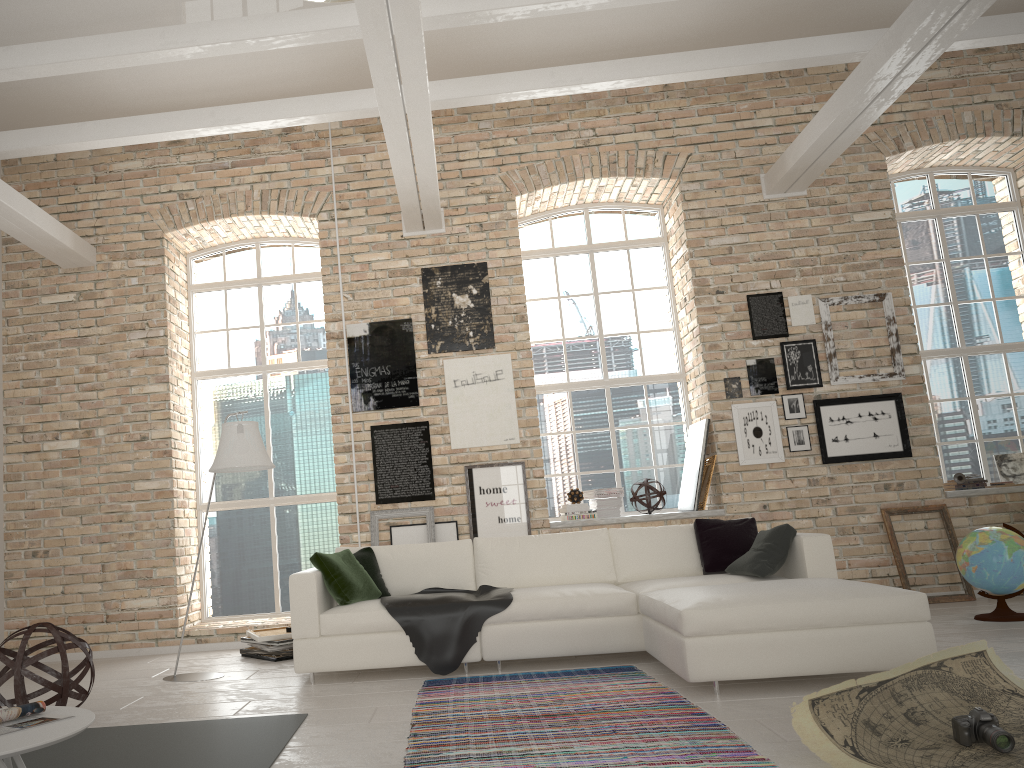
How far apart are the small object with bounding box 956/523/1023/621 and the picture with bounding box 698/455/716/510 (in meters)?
1.86

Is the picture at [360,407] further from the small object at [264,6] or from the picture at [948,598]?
the picture at [948,598]

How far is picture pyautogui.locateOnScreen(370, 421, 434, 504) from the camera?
7.5m

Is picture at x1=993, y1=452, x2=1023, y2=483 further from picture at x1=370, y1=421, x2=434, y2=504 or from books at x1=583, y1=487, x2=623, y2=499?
picture at x1=370, y1=421, x2=434, y2=504

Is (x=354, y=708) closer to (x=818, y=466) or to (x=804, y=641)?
(x=804, y=641)

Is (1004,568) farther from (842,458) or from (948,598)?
(842,458)

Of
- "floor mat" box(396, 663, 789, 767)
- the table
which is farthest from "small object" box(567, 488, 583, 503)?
the table

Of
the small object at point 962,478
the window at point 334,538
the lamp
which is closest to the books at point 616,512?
the window at point 334,538

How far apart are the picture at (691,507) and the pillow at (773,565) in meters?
1.8 m

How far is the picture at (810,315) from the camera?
7.54m
